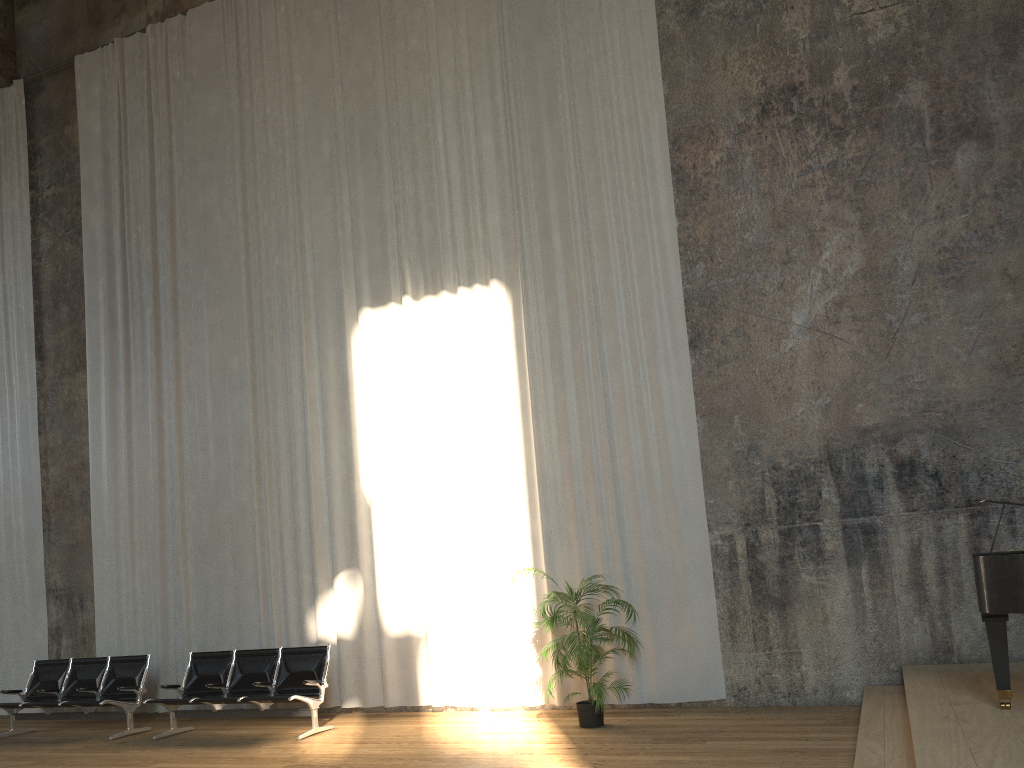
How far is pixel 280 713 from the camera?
8.4m

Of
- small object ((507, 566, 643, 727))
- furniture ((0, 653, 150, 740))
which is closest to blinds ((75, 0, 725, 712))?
small object ((507, 566, 643, 727))

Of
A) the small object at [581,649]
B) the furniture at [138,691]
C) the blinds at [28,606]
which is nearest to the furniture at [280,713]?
the furniture at [138,691]

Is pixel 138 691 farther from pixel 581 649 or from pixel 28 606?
pixel 581 649

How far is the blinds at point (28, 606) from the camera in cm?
1137

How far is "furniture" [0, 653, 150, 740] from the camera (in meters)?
9.29

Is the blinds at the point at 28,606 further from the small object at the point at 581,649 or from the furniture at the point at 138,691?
the small object at the point at 581,649

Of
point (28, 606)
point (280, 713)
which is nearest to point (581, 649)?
point (280, 713)

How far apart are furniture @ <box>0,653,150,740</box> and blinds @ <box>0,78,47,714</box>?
1.1 meters

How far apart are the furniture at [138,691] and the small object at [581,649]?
4.6 meters
